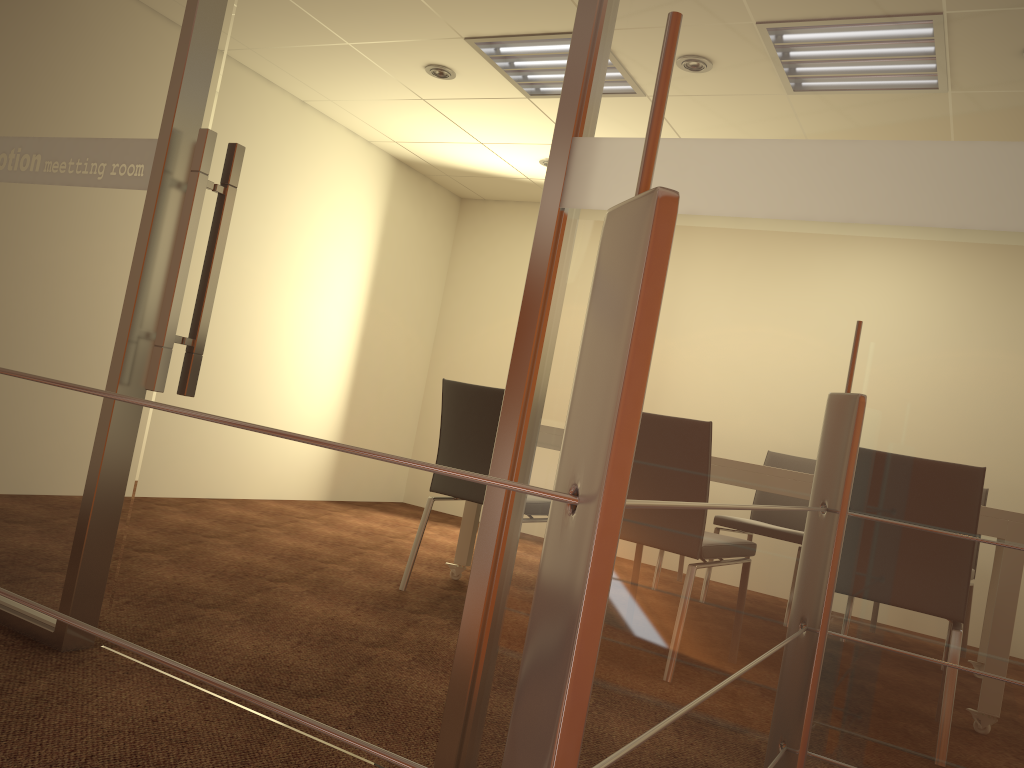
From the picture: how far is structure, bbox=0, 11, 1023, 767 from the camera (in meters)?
0.42

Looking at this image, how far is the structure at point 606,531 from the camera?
0.4m

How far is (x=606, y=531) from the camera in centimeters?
42cm
